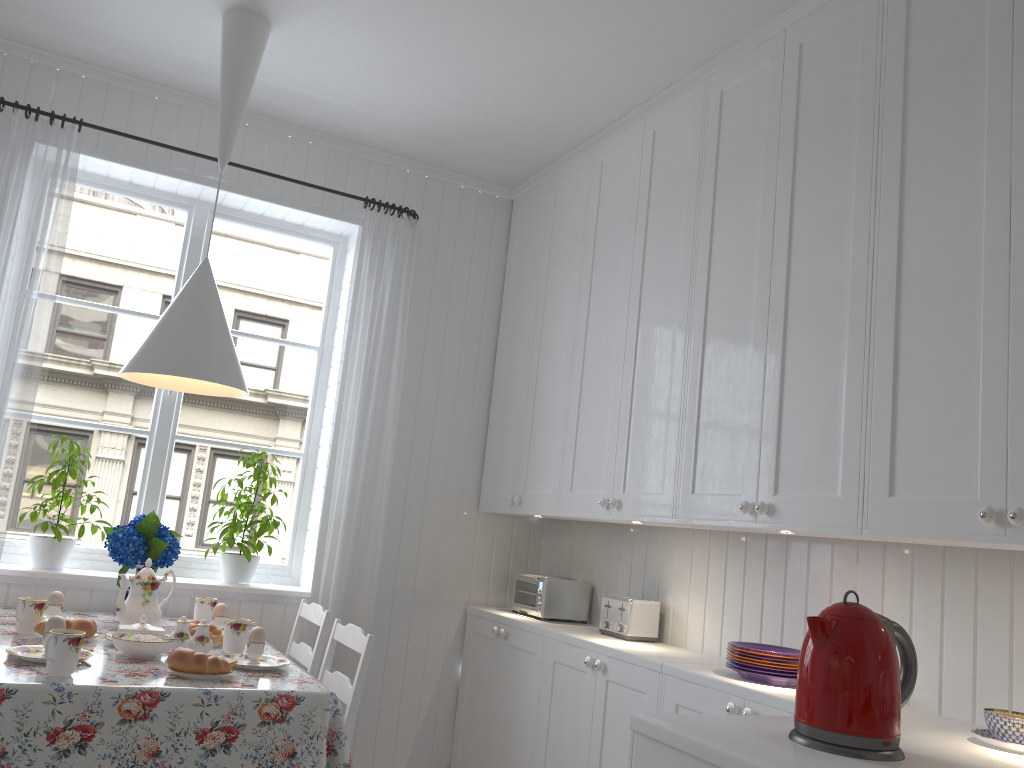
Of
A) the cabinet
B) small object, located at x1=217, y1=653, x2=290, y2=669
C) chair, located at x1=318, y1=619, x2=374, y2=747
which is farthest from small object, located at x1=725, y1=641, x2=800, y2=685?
small object, located at x1=217, y1=653, x2=290, y2=669

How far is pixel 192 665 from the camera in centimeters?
211cm

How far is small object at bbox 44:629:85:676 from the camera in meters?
2.0 m

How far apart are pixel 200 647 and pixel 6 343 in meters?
1.3

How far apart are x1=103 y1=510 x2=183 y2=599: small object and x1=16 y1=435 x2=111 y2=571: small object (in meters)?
0.20

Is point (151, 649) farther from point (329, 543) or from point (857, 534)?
point (857, 534)

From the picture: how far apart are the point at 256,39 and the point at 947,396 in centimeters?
230cm

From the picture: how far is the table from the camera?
1.86m

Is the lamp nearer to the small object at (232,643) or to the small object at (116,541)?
the small object at (116,541)

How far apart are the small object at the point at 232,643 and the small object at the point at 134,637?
0.24m
